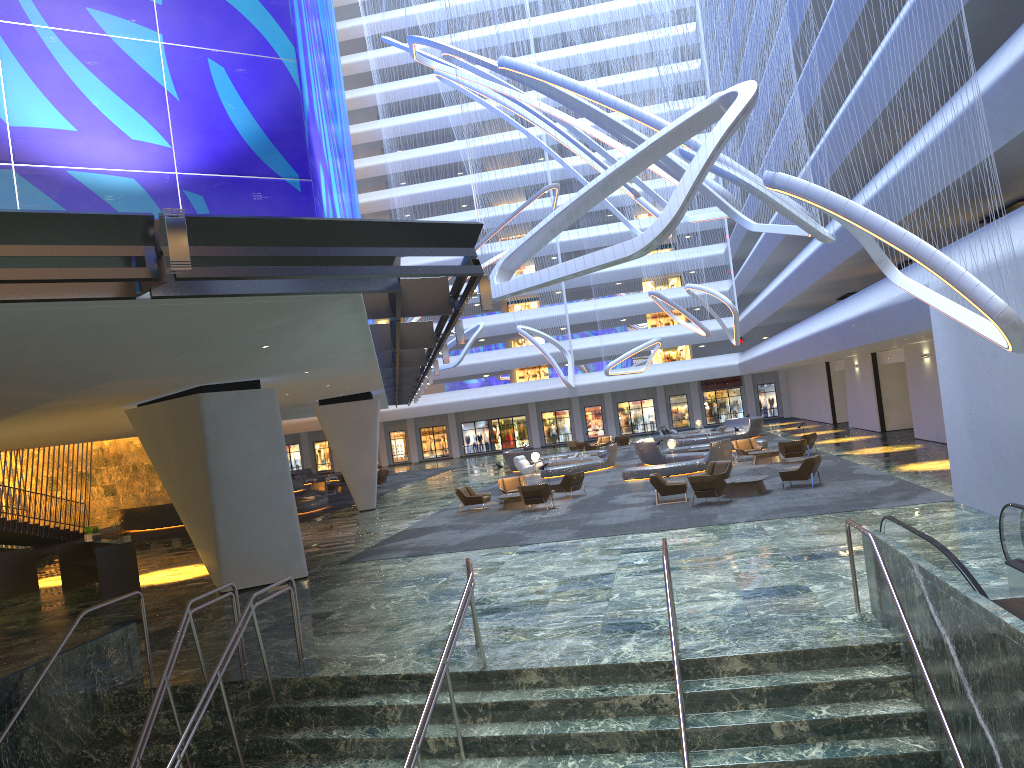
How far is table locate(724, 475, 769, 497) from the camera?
22.0 meters

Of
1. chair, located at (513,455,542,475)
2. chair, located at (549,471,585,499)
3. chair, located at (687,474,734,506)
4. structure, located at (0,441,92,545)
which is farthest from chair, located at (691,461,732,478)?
structure, located at (0,441,92,545)

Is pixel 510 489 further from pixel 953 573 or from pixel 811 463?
pixel 953 573

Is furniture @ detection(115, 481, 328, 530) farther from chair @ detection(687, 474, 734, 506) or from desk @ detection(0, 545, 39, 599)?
chair @ detection(687, 474, 734, 506)

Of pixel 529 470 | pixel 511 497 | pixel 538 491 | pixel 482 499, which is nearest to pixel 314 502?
pixel 529 470

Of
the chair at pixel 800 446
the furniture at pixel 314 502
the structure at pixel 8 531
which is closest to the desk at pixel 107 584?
the furniture at pixel 314 502

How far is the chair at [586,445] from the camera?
48.9 meters

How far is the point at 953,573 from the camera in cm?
797

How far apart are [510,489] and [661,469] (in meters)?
5.29

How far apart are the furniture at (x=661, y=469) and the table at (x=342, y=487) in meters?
15.7
